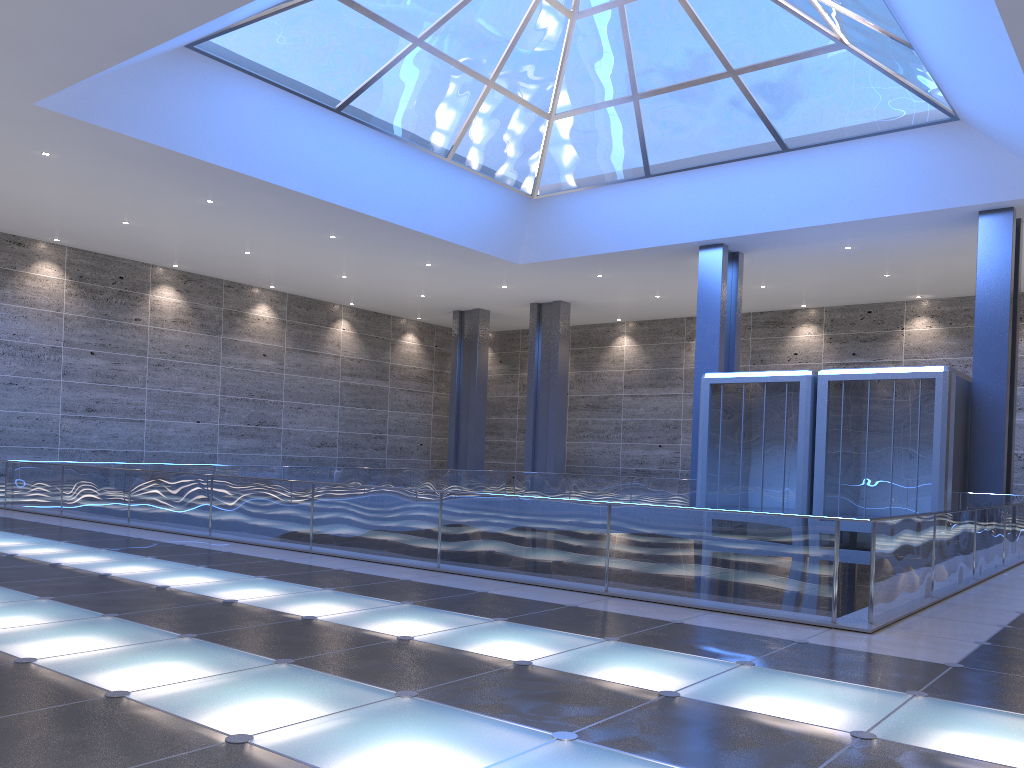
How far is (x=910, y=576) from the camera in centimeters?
976cm
